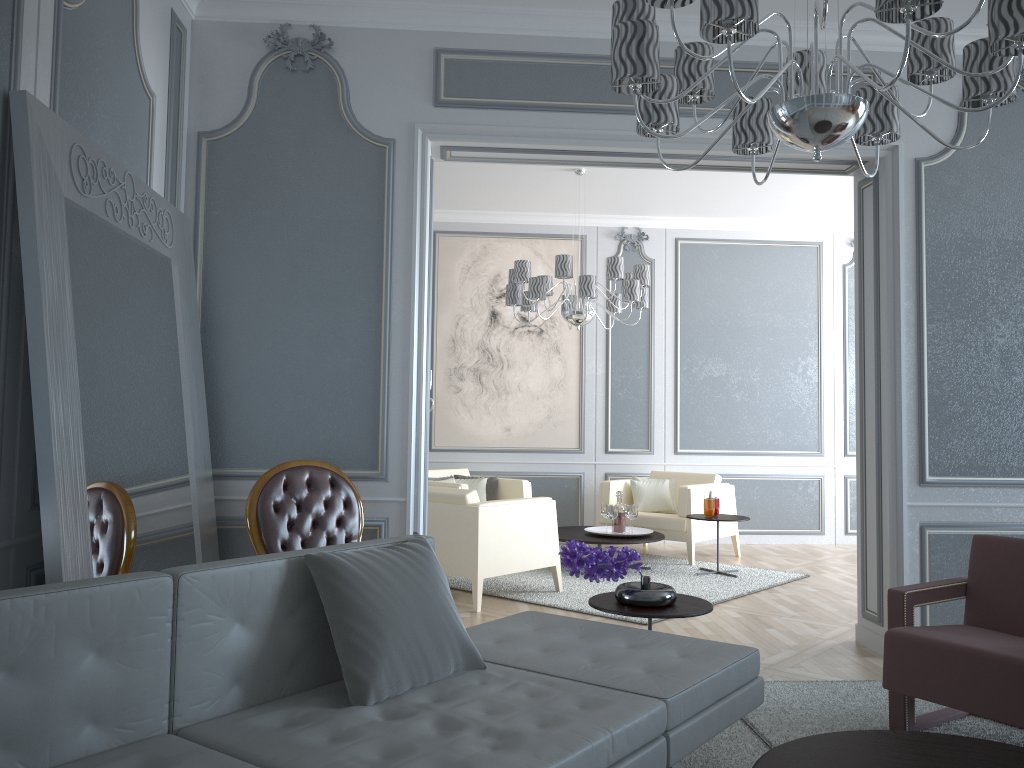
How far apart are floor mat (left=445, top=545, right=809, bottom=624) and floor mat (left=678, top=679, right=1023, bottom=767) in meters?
1.1

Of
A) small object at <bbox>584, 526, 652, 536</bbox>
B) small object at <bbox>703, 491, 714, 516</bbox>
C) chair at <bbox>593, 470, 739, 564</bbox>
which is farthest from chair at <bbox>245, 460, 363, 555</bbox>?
chair at <bbox>593, 470, 739, 564</bbox>

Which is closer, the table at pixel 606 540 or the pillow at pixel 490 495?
the table at pixel 606 540

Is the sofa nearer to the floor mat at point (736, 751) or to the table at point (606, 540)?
the floor mat at point (736, 751)

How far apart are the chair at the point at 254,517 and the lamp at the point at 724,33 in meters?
1.8 m

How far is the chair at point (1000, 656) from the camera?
2.5 meters

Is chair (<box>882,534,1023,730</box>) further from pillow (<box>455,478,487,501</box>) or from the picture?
the picture

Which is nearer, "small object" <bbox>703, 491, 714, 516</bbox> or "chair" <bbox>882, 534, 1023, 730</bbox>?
"chair" <bbox>882, 534, 1023, 730</bbox>

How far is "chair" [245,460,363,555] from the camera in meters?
3.3

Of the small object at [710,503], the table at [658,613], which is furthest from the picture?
the table at [658,613]
